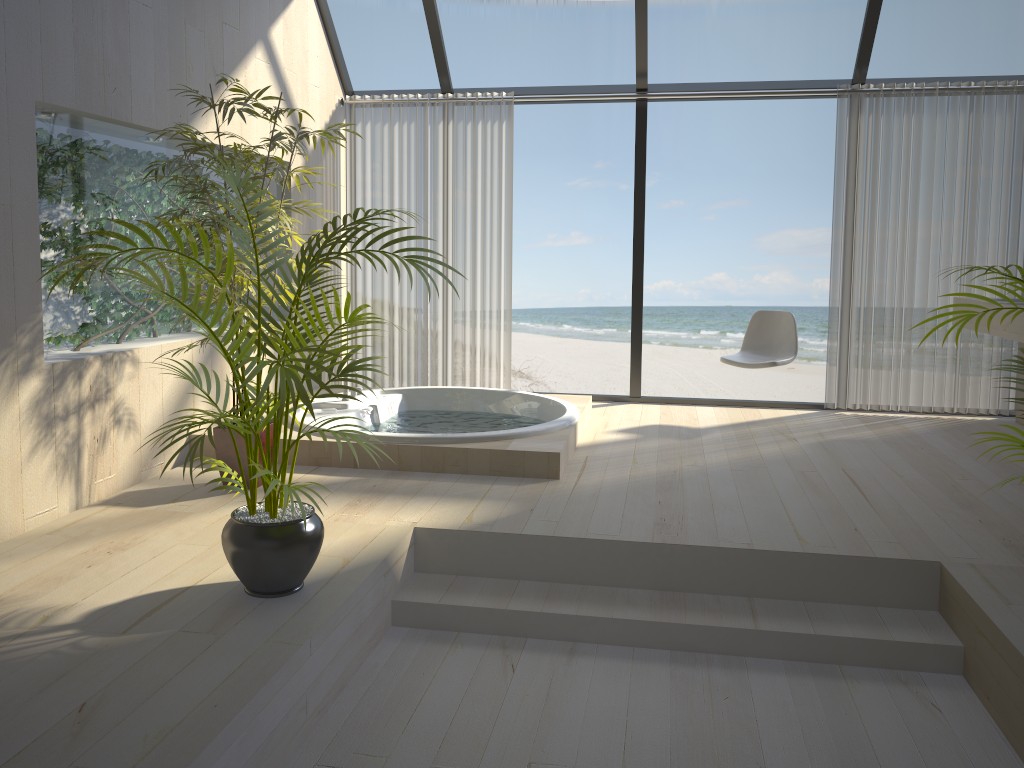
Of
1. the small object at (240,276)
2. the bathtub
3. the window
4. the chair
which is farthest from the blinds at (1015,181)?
the small object at (240,276)

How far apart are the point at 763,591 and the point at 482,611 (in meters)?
1.00

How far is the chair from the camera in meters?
5.4

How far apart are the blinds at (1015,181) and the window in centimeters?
10cm

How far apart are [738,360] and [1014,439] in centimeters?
321cm

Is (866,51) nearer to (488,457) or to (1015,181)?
(1015,181)

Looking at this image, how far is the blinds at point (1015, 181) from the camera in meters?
5.4 m

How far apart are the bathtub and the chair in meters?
0.9 m

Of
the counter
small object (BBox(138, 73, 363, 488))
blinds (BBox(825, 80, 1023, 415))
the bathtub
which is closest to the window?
blinds (BBox(825, 80, 1023, 415))

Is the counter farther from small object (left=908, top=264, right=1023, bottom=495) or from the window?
small object (left=908, top=264, right=1023, bottom=495)
